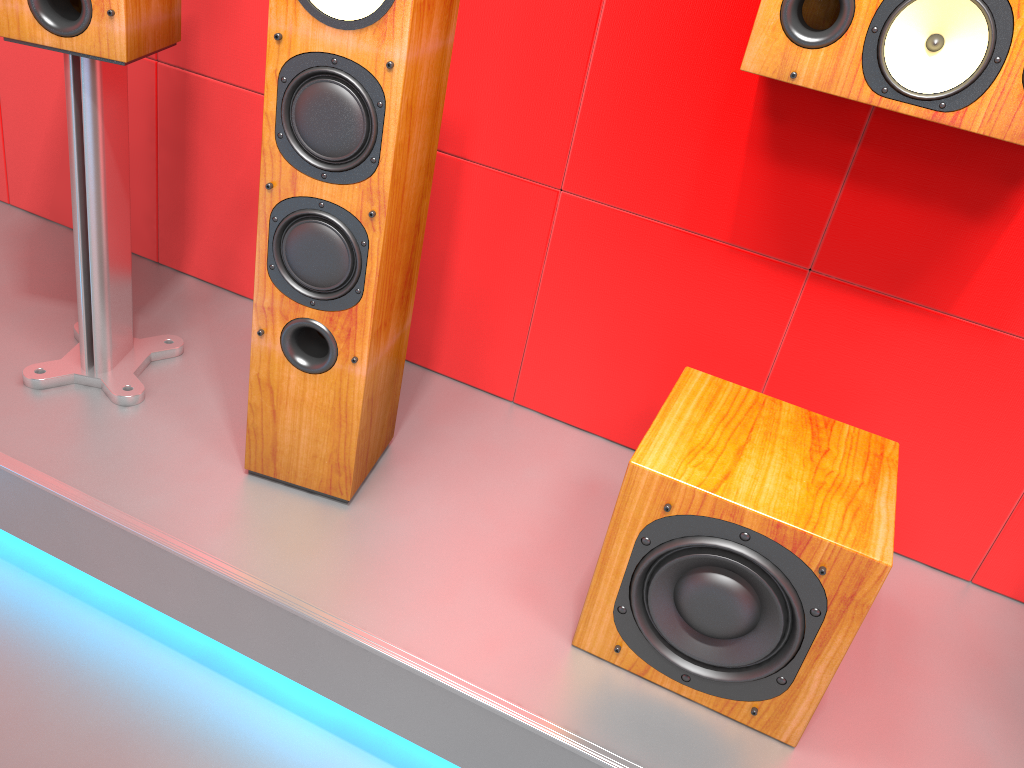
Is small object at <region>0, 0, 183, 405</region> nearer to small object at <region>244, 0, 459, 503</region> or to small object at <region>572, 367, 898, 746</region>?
small object at <region>244, 0, 459, 503</region>

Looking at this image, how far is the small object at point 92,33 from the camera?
1.4m

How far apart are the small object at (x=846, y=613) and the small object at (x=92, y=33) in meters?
1.0 m

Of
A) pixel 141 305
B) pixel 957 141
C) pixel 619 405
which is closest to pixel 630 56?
pixel 957 141

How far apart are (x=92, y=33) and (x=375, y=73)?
0.5 meters

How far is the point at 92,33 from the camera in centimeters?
139cm

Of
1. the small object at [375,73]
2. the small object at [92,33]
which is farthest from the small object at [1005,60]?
the small object at [92,33]

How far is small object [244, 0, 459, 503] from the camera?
1.2 meters

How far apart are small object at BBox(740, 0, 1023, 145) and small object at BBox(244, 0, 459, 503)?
0.4m

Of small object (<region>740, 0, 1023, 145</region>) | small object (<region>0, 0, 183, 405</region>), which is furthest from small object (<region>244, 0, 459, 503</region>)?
small object (<region>740, 0, 1023, 145</region>)
